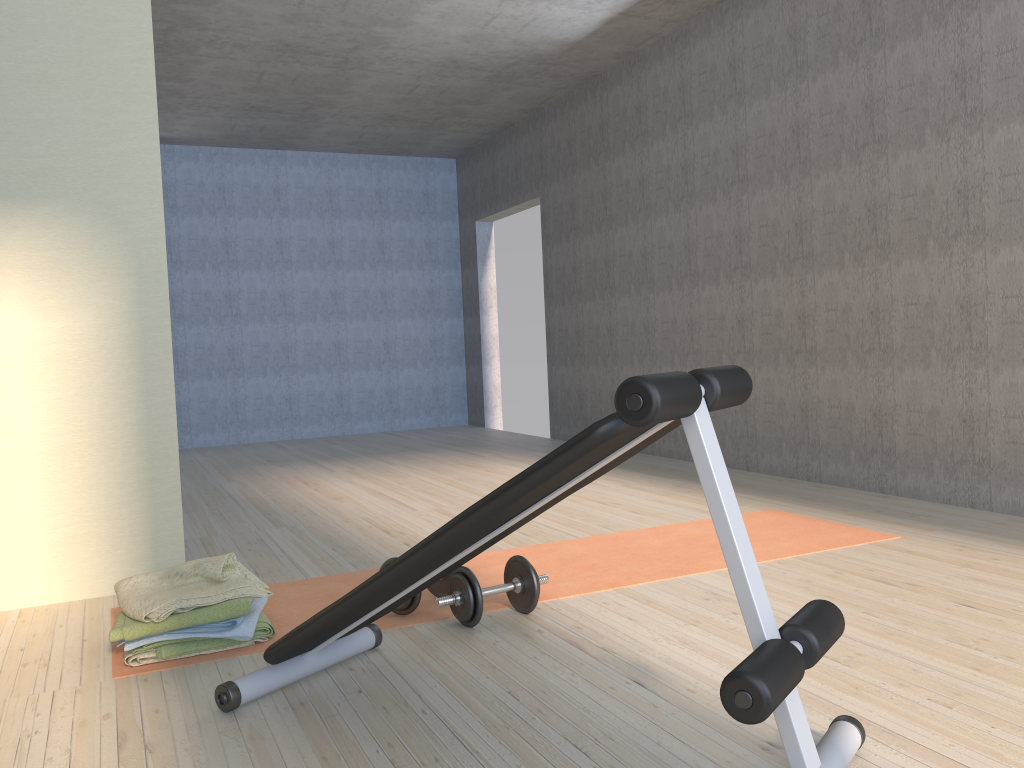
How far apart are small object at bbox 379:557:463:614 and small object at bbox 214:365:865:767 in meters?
0.3

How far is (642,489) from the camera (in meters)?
4.79

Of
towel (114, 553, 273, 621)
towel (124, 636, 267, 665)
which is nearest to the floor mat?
towel (124, 636, 267, 665)

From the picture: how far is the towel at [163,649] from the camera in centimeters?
237cm

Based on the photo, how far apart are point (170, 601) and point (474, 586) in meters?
0.8 m

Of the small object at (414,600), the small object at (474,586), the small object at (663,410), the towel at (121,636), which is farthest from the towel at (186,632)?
the small object at (474,586)

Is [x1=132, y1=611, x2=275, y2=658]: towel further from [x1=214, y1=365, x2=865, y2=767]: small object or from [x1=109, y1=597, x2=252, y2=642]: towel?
[x1=214, y1=365, x2=865, y2=767]: small object

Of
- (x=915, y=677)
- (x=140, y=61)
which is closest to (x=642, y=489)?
(x=915, y=677)

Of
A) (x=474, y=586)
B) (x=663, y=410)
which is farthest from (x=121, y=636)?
(x=663, y=410)

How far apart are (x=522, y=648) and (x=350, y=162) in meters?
7.2 m
